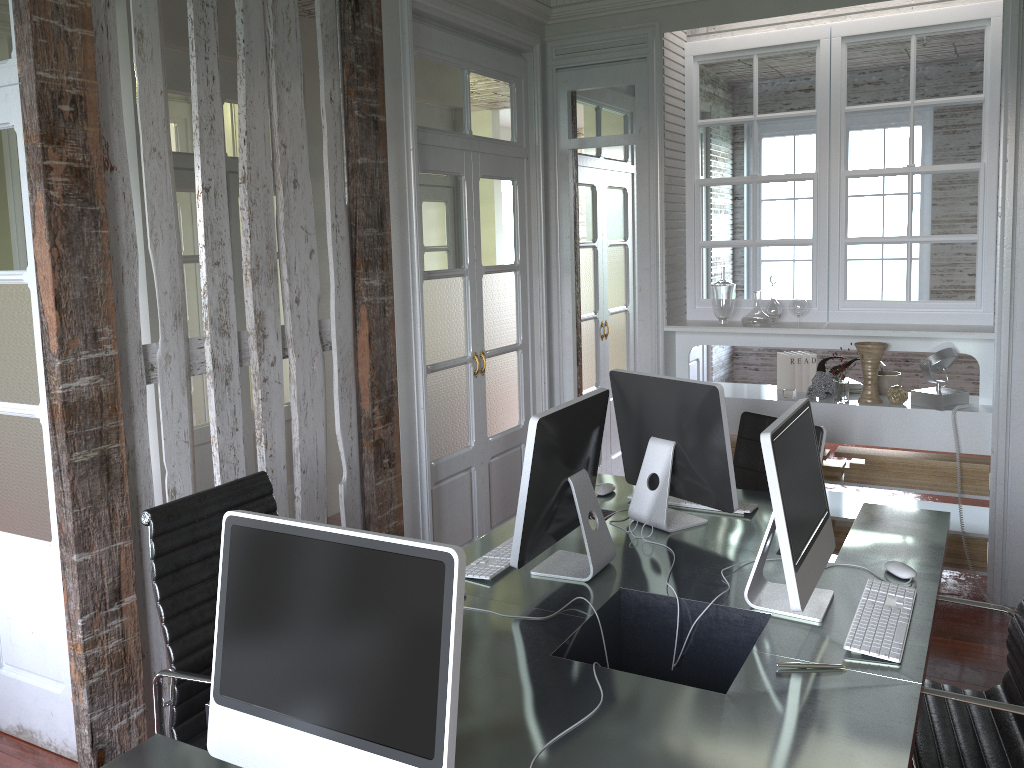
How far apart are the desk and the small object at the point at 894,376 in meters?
1.4 m

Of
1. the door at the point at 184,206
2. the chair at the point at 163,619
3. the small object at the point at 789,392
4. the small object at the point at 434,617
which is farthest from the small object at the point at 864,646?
the door at the point at 184,206

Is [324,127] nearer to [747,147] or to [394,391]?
[394,391]

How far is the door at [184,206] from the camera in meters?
5.6 m

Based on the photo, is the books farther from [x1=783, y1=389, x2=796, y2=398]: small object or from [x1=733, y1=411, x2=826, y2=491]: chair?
[x1=733, y1=411, x2=826, y2=491]: chair

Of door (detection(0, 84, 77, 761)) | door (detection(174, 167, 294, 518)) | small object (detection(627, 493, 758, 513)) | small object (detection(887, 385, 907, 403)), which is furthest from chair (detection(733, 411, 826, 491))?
door (detection(174, 167, 294, 518))

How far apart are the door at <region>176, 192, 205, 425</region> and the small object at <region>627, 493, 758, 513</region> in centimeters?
373cm

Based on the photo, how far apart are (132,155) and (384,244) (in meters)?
1.55

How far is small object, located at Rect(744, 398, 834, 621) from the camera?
2.0m

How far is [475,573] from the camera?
2.5 meters
